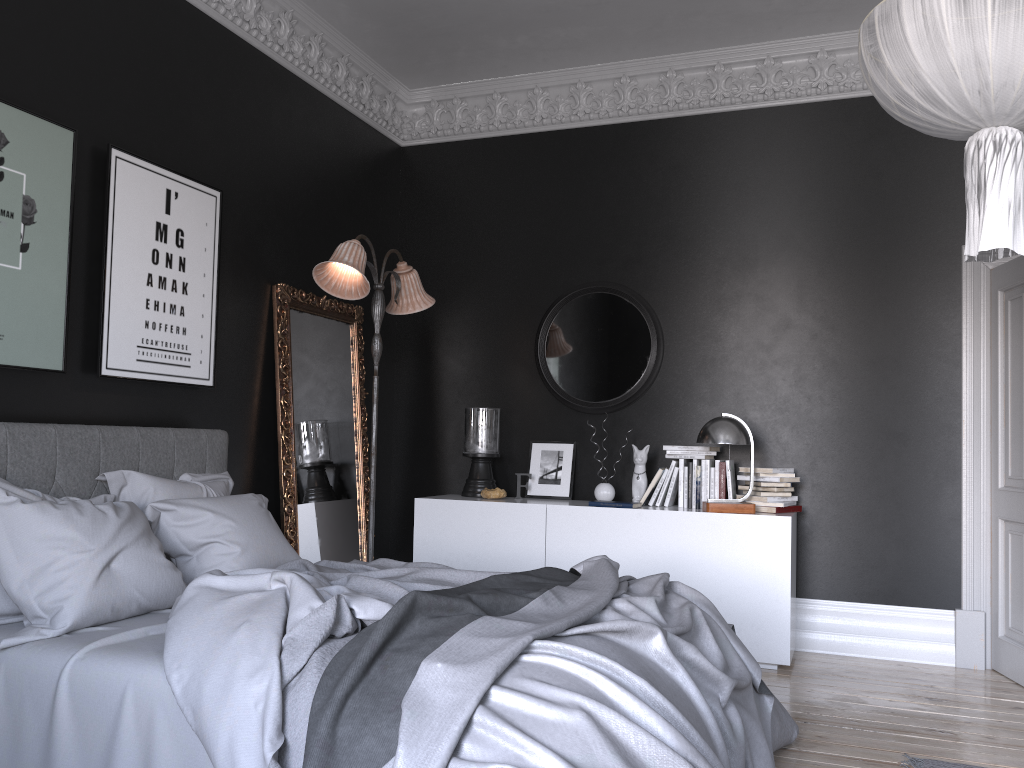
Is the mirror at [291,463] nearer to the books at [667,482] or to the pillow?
the pillow

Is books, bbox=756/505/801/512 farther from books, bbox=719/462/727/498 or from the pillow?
the pillow

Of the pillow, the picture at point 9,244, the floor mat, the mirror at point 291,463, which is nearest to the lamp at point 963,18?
the floor mat

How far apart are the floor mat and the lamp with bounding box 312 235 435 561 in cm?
332

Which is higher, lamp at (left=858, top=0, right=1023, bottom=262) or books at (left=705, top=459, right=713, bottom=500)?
lamp at (left=858, top=0, right=1023, bottom=262)

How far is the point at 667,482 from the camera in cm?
560

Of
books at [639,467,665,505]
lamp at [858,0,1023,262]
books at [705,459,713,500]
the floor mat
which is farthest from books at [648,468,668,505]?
lamp at [858,0,1023,262]

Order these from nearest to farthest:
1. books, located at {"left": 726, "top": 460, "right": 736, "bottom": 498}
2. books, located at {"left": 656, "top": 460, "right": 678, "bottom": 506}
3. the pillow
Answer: the pillow → books, located at {"left": 726, "top": 460, "right": 736, "bottom": 498} → books, located at {"left": 656, "top": 460, "right": 678, "bottom": 506}

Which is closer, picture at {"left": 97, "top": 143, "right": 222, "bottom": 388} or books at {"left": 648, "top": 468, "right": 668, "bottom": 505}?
picture at {"left": 97, "top": 143, "right": 222, "bottom": 388}

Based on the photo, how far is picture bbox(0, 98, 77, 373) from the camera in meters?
3.6 m
